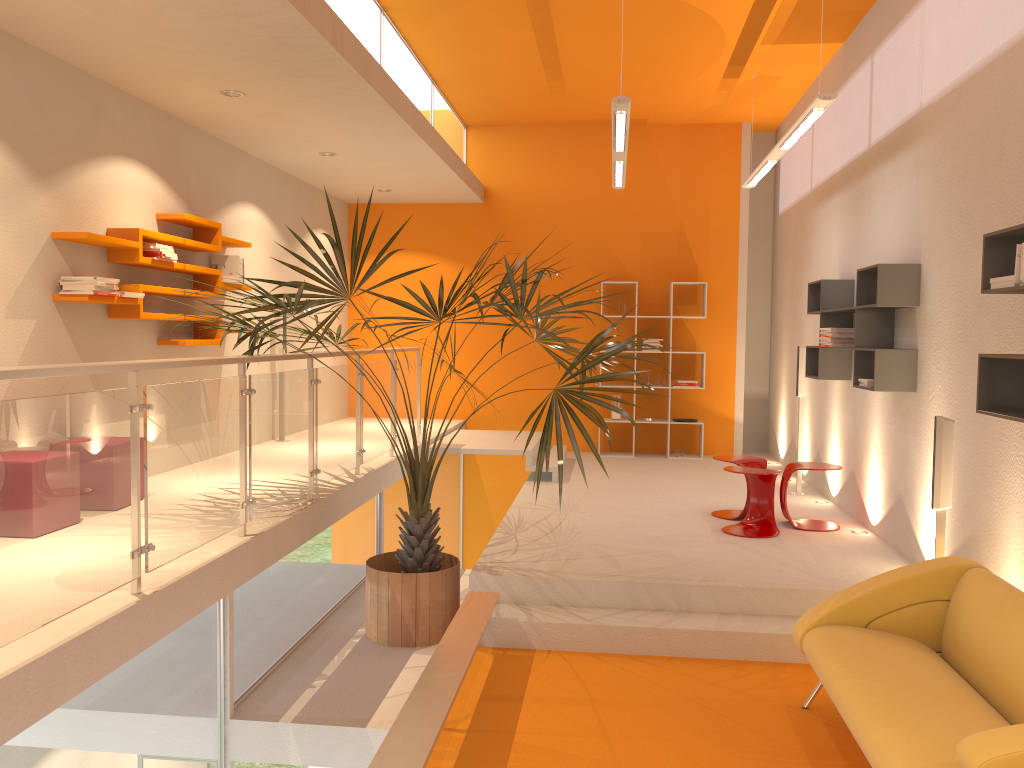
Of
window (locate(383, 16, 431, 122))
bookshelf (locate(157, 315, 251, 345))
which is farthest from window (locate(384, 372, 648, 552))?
window (locate(383, 16, 431, 122))

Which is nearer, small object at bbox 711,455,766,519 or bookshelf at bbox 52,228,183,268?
bookshelf at bbox 52,228,183,268

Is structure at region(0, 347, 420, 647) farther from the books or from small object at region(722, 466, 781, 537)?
small object at region(722, 466, 781, 537)

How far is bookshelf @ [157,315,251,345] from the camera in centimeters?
630cm

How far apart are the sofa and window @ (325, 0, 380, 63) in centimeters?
453cm

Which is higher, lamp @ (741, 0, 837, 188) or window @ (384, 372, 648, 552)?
lamp @ (741, 0, 837, 188)

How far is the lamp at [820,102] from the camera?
5.40m

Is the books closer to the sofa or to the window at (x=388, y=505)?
the window at (x=388, y=505)

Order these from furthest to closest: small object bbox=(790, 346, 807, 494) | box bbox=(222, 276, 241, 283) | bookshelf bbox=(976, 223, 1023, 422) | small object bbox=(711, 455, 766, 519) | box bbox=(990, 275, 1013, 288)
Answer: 1. small object bbox=(790, 346, 807, 494)
2. box bbox=(222, 276, 241, 283)
3. small object bbox=(711, 455, 766, 519)
4. bookshelf bbox=(976, 223, 1023, 422)
5. box bbox=(990, 275, 1013, 288)

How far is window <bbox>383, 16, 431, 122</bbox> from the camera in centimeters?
706cm
